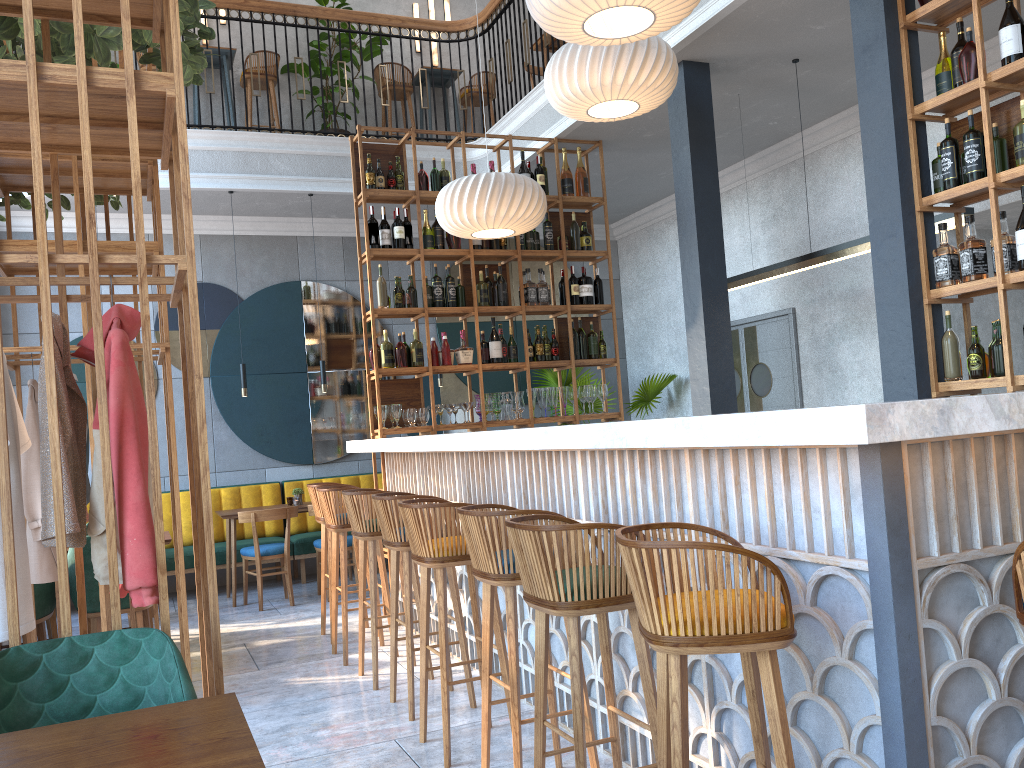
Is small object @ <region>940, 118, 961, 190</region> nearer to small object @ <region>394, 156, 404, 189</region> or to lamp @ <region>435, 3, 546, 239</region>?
lamp @ <region>435, 3, 546, 239</region>

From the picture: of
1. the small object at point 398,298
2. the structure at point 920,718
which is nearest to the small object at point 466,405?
the structure at point 920,718

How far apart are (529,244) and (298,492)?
2.9m

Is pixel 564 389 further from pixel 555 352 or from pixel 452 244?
pixel 452 244

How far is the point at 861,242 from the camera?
5.2 meters

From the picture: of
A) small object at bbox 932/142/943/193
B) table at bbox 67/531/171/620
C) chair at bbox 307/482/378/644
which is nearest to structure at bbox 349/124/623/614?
chair at bbox 307/482/378/644

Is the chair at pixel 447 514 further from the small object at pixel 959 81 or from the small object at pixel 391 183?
the small object at pixel 391 183

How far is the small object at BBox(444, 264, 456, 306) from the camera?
6.55m

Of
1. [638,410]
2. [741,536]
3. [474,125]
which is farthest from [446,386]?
[741,536]

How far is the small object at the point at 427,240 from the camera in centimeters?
655cm
